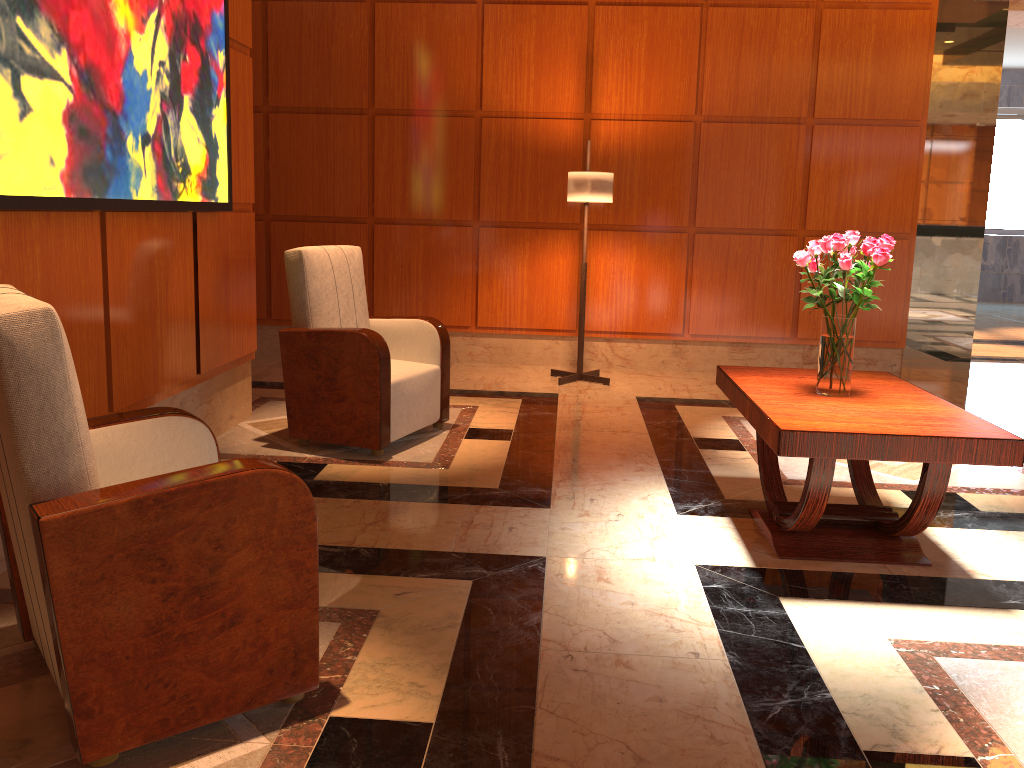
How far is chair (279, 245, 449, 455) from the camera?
4.1 meters

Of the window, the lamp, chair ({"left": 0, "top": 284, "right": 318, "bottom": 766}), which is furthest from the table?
the window

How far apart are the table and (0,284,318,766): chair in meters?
1.4 m

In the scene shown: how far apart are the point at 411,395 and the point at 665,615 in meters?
2.1 m

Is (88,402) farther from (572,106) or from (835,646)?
(572,106)

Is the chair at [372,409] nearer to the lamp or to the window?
the lamp

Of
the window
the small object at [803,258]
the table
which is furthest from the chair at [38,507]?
the window

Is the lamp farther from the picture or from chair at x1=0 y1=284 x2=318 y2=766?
chair at x1=0 y1=284 x2=318 y2=766

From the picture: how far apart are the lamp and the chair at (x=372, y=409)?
1.49m

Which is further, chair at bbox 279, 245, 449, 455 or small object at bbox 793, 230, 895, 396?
chair at bbox 279, 245, 449, 455
